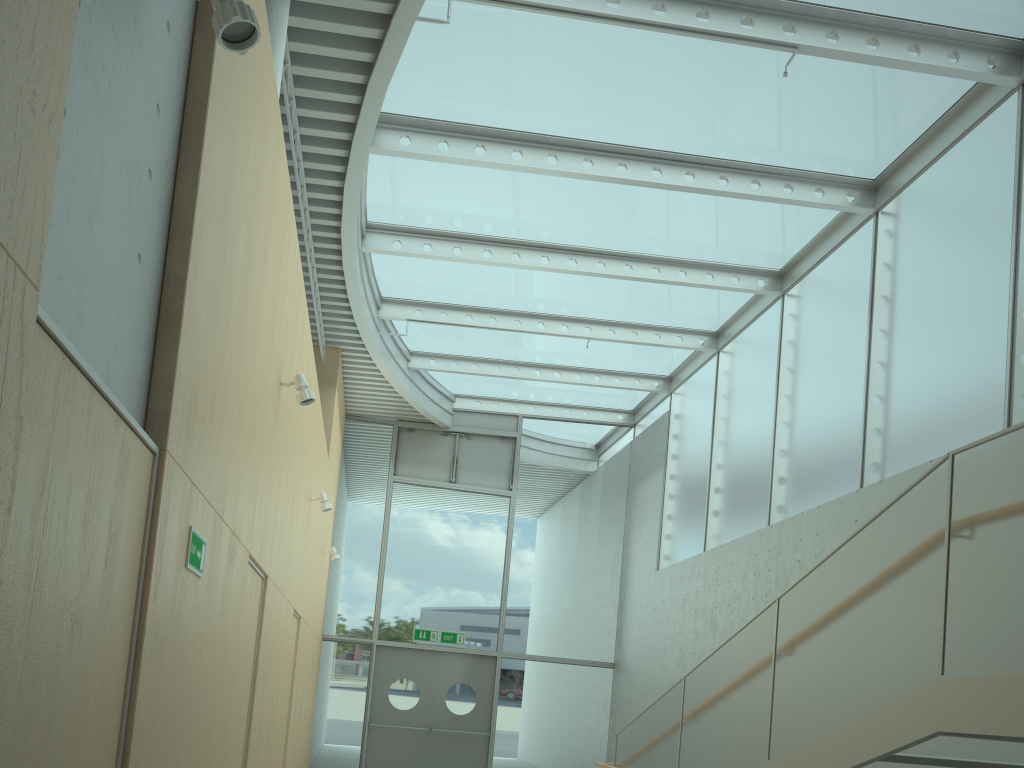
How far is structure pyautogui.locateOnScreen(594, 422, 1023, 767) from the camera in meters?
3.4 m

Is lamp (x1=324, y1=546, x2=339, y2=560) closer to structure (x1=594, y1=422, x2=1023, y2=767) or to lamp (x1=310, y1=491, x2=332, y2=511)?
lamp (x1=310, y1=491, x2=332, y2=511)

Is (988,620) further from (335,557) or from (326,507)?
(335,557)

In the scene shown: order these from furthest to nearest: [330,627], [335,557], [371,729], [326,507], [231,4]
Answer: [330,627] < [371,729] < [335,557] < [326,507] < [231,4]

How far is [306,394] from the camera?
5.27m

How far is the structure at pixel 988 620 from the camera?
3.4 meters

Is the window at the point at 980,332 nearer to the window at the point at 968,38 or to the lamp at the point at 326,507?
the window at the point at 968,38

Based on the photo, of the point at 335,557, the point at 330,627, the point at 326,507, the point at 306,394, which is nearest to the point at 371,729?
the point at 330,627

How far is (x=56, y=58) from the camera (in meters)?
1.72

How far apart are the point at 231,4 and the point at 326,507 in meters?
6.2 m
